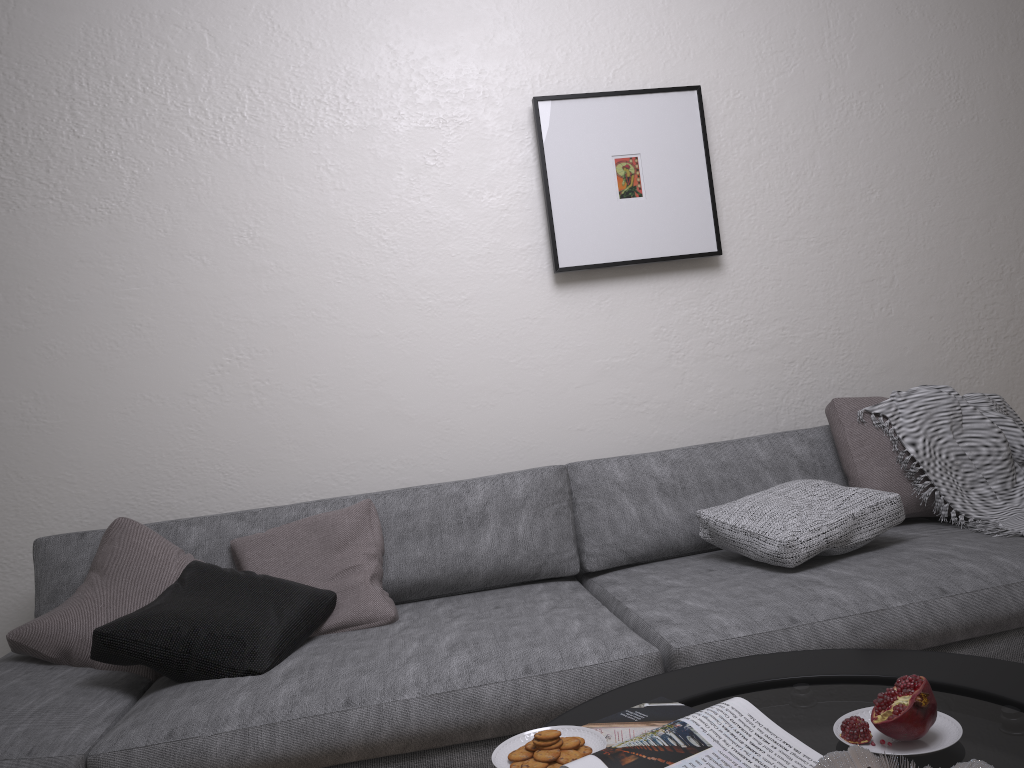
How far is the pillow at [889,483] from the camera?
2.5m

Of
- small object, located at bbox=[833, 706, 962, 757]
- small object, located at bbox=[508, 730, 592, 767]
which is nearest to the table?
small object, located at bbox=[833, 706, 962, 757]

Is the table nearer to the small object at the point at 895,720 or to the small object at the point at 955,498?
the small object at the point at 895,720

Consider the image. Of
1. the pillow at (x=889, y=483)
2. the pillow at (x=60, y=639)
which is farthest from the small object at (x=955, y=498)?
the pillow at (x=60, y=639)

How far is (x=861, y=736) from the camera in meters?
1.2 m

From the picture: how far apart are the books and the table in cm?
3

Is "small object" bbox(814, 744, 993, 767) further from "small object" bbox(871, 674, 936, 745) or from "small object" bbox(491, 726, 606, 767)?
"small object" bbox(491, 726, 606, 767)

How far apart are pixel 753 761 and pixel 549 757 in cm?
28

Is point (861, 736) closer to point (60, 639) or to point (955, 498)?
point (955, 498)

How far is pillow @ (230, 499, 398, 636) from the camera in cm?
220
